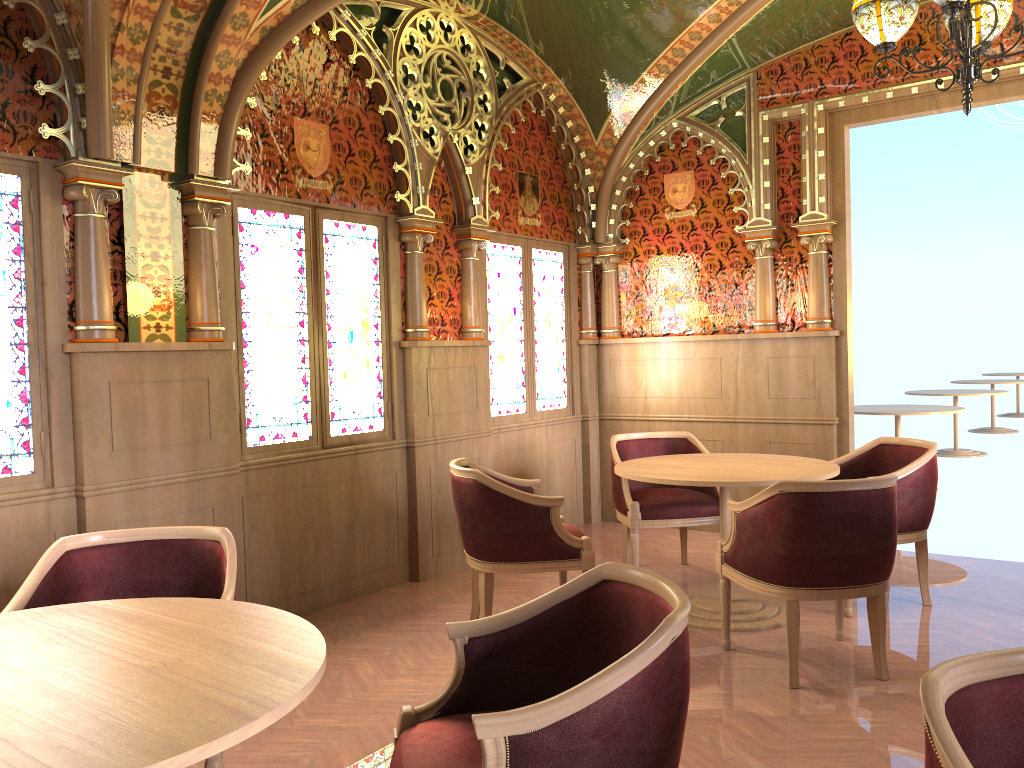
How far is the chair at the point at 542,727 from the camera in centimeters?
169cm

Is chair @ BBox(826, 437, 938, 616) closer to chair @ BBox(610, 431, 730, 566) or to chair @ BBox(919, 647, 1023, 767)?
chair @ BBox(610, 431, 730, 566)

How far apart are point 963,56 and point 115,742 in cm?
405

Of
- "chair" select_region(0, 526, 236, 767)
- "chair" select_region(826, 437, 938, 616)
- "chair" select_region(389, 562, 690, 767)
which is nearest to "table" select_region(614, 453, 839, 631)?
"chair" select_region(826, 437, 938, 616)

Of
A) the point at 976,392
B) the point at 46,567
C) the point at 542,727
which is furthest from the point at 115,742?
the point at 976,392

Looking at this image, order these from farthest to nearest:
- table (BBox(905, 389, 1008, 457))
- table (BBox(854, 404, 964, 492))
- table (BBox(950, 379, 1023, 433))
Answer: table (BBox(950, 379, 1023, 433))
table (BBox(905, 389, 1008, 457))
table (BBox(854, 404, 964, 492))

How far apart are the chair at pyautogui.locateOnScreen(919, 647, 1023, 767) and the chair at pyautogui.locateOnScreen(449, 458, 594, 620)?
2.7 meters

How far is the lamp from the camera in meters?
3.8

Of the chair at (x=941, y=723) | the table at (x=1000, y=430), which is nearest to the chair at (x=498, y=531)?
the chair at (x=941, y=723)

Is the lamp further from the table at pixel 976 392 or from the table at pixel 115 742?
the table at pixel 976 392
